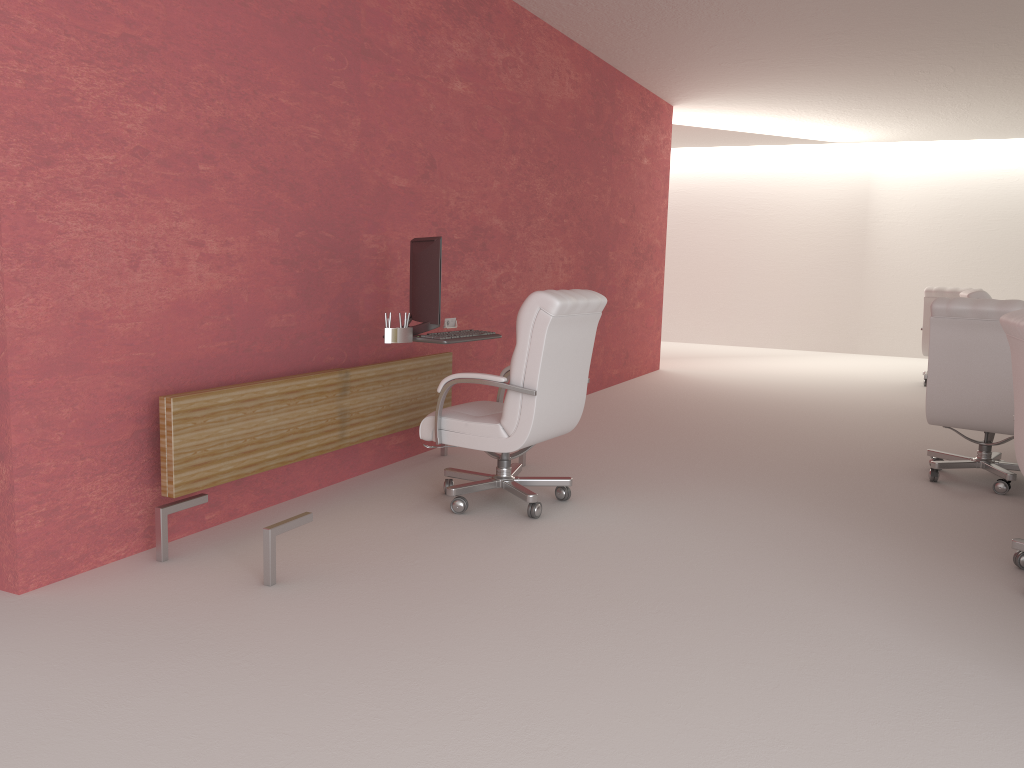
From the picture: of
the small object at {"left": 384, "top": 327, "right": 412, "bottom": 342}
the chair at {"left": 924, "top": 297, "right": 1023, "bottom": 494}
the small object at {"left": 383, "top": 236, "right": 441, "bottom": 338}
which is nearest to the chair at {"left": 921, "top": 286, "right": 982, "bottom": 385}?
the chair at {"left": 924, "top": 297, "right": 1023, "bottom": 494}

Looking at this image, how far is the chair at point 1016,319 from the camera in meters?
5.1 m

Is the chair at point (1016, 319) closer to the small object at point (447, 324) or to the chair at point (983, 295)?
the small object at point (447, 324)

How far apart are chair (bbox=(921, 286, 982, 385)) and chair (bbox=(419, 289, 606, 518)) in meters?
9.7

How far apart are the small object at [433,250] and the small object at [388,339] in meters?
0.1

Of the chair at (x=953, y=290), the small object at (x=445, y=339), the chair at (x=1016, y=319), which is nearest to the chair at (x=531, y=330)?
the small object at (x=445, y=339)

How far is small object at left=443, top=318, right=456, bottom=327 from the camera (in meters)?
7.99

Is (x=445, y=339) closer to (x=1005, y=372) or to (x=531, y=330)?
(x=531, y=330)

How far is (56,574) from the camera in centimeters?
489cm

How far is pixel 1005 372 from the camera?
7.3 meters
